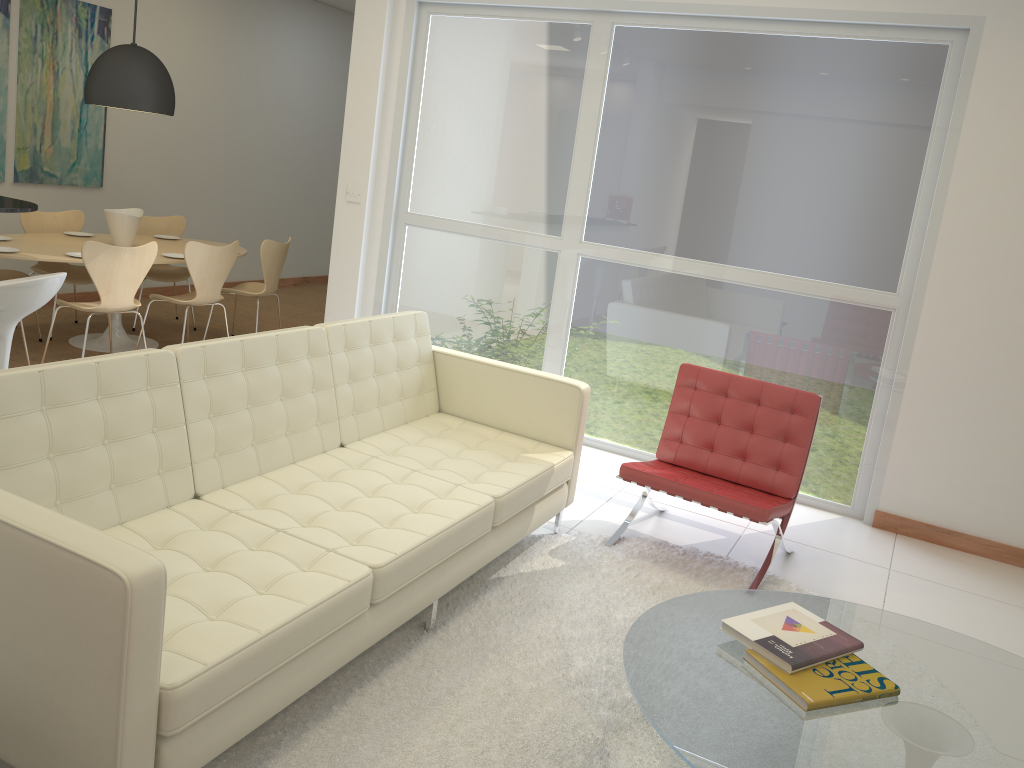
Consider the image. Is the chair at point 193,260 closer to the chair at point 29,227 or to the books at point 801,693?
the chair at point 29,227

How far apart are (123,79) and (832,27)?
4.5m

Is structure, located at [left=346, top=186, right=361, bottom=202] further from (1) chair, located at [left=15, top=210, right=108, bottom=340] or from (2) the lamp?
(1) chair, located at [left=15, top=210, right=108, bottom=340]

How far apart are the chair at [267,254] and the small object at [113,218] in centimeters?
78cm

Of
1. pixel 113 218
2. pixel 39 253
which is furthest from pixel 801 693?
pixel 113 218

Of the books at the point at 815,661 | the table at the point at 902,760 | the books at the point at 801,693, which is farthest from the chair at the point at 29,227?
the books at the point at 801,693

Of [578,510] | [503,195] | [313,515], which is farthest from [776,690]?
[503,195]

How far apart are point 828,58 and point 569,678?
3.6 meters

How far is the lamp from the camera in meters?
5.9

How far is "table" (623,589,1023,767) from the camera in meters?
2.1
